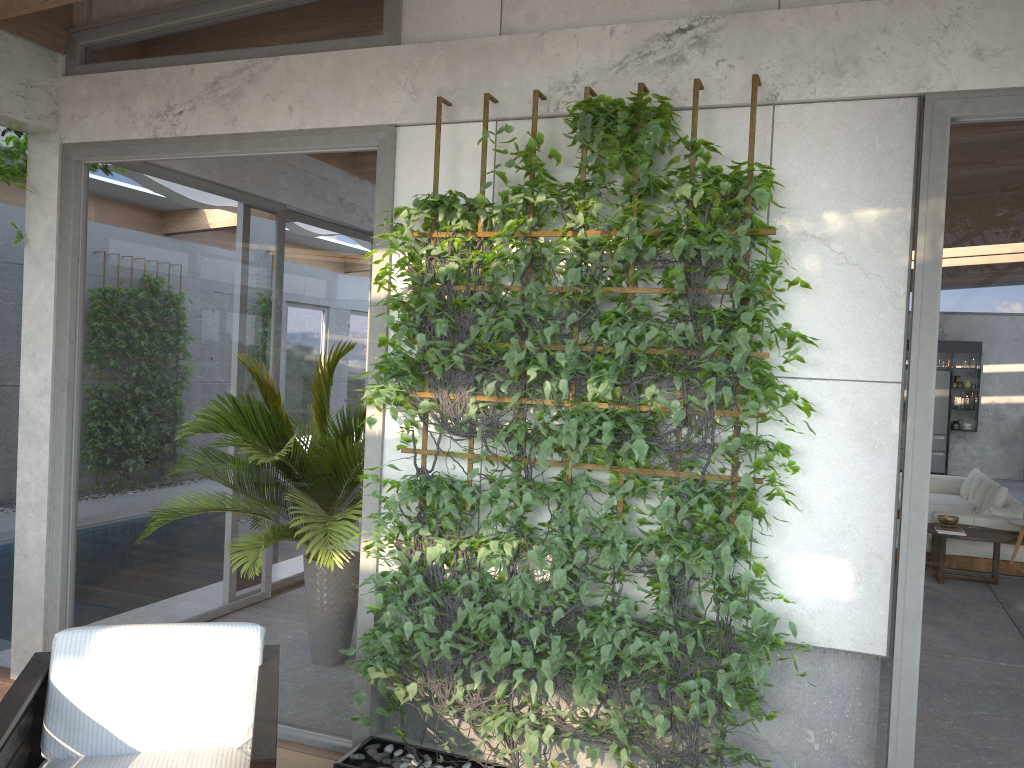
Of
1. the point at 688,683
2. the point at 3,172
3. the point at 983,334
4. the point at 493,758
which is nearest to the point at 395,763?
the point at 493,758

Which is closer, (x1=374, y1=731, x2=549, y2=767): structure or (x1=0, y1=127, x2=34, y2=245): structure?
(x1=374, y1=731, x2=549, y2=767): structure

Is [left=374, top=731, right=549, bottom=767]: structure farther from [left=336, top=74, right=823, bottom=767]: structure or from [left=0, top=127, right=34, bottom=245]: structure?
[left=0, top=127, right=34, bottom=245]: structure

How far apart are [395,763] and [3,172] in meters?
3.3 m

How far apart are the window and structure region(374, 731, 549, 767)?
0.1 meters

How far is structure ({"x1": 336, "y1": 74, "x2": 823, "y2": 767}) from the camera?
3.0m

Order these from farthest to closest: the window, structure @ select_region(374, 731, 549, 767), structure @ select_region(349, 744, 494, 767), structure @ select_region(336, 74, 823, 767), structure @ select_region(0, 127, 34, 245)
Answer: structure @ select_region(0, 127, 34, 245)
structure @ select_region(374, 731, 549, 767)
structure @ select_region(349, 744, 494, 767)
structure @ select_region(336, 74, 823, 767)
the window

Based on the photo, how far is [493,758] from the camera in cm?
360

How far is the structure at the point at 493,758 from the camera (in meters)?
3.60

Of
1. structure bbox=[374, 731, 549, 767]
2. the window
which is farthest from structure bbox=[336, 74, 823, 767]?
structure bbox=[374, 731, 549, 767]
